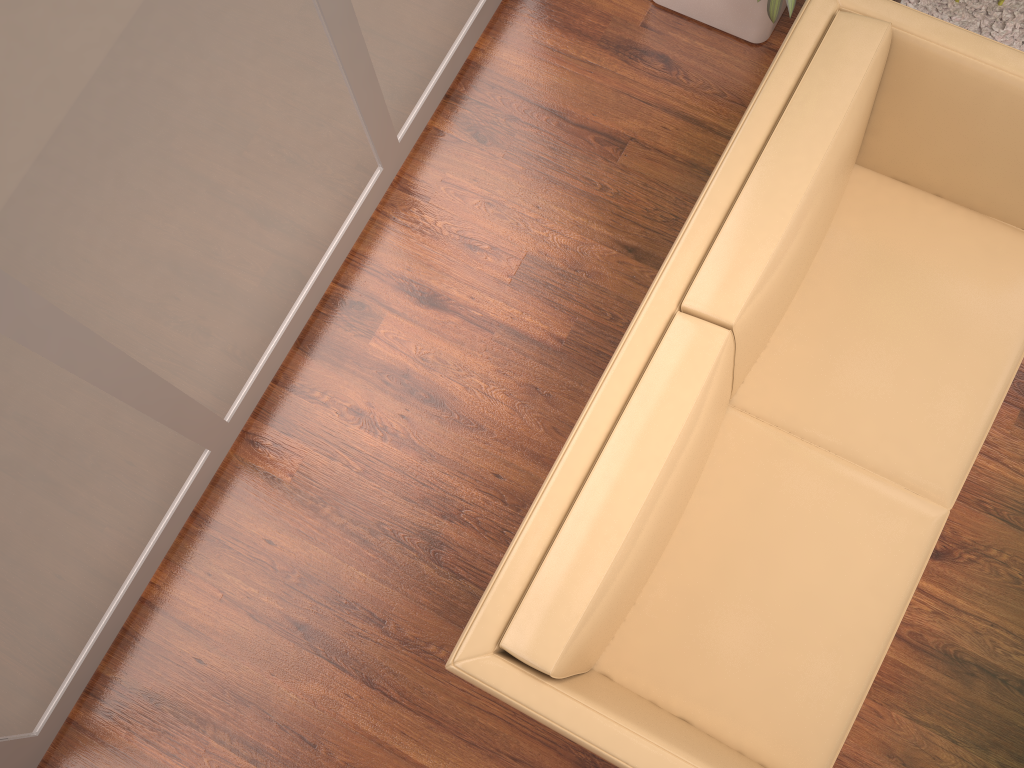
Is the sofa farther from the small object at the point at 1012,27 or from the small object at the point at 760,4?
the small object at the point at 1012,27

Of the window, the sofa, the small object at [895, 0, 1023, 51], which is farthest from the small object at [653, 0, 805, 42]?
the window

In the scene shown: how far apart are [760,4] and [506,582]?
2.1 meters

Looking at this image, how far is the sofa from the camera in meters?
1.8 m

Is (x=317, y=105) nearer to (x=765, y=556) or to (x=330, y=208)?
(x=330, y=208)

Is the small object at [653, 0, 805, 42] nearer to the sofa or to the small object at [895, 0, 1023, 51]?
the small object at [895, 0, 1023, 51]

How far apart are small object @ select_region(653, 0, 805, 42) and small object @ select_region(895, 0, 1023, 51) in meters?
0.4 m

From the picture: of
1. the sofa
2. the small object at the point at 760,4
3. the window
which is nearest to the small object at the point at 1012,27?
the small object at the point at 760,4

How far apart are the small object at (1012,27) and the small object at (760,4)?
0.4m

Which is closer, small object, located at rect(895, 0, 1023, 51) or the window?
the window
